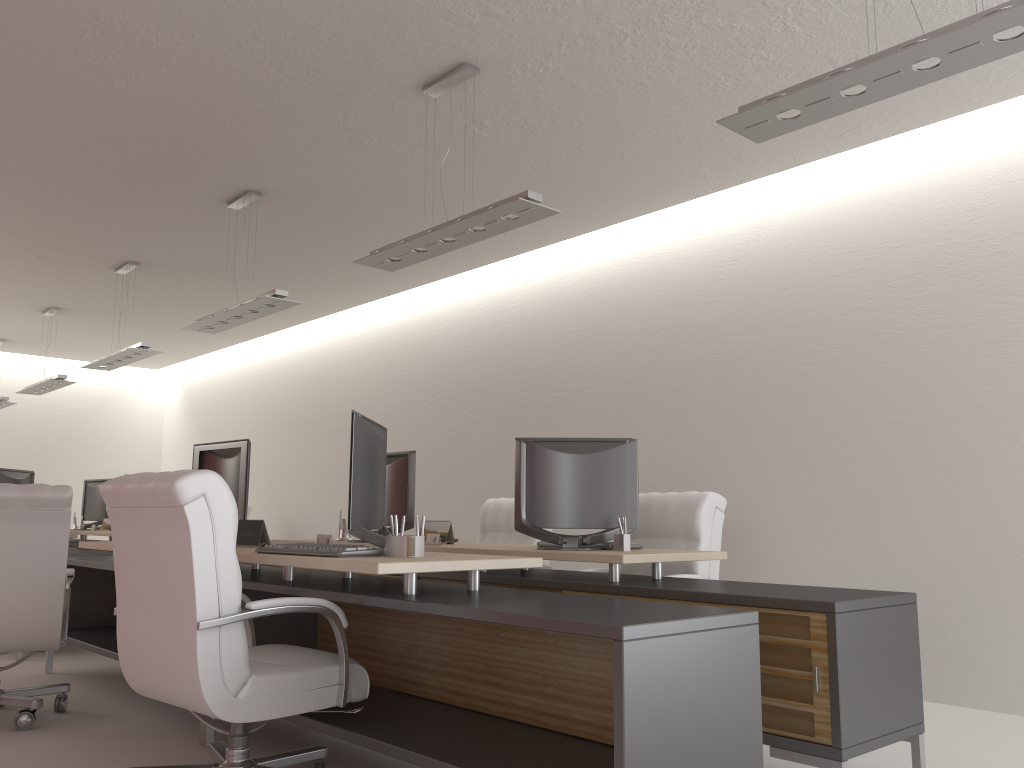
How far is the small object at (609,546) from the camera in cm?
599

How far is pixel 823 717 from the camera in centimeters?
416cm

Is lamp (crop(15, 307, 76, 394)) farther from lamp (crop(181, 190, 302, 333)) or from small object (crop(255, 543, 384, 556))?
small object (crop(255, 543, 384, 556))

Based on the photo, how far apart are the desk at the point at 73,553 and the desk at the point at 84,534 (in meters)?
2.89

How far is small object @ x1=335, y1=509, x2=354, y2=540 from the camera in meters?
8.0 m

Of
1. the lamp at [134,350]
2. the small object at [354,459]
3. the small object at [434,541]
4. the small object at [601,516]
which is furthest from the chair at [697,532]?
the lamp at [134,350]

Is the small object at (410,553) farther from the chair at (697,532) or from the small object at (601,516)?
the chair at (697,532)

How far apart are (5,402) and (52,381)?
3.19m

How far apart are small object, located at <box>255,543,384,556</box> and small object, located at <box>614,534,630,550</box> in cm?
176

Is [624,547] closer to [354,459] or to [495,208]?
[354,459]
